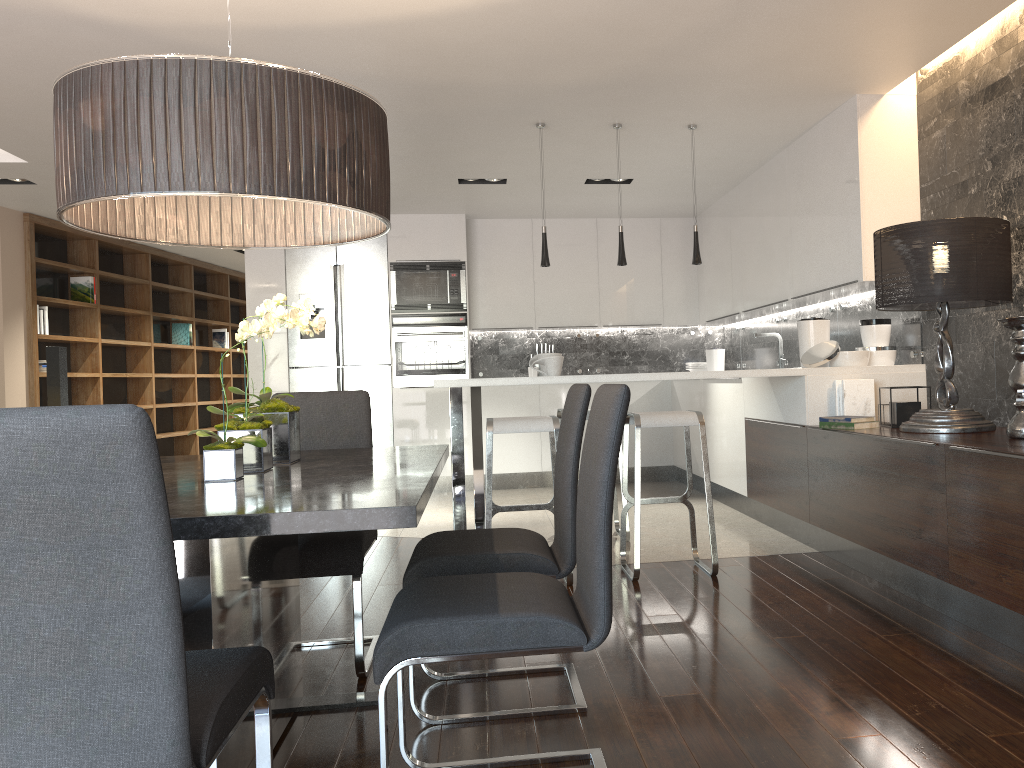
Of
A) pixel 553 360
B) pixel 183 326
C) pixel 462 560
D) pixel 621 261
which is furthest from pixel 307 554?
pixel 183 326

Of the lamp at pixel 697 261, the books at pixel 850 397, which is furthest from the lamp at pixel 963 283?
the lamp at pixel 697 261

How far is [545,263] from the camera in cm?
520

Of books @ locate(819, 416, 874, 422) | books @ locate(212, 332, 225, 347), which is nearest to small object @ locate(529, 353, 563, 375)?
books @ locate(819, 416, 874, 422)

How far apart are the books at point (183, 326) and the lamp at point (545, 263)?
6.5 meters

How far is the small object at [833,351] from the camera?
4.7m

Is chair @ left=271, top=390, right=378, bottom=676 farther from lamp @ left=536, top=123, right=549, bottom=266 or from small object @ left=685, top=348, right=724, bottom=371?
small object @ left=685, top=348, right=724, bottom=371

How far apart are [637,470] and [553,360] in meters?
0.9 m

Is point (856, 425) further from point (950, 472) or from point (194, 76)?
point (194, 76)

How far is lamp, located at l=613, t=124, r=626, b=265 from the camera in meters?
5.2
